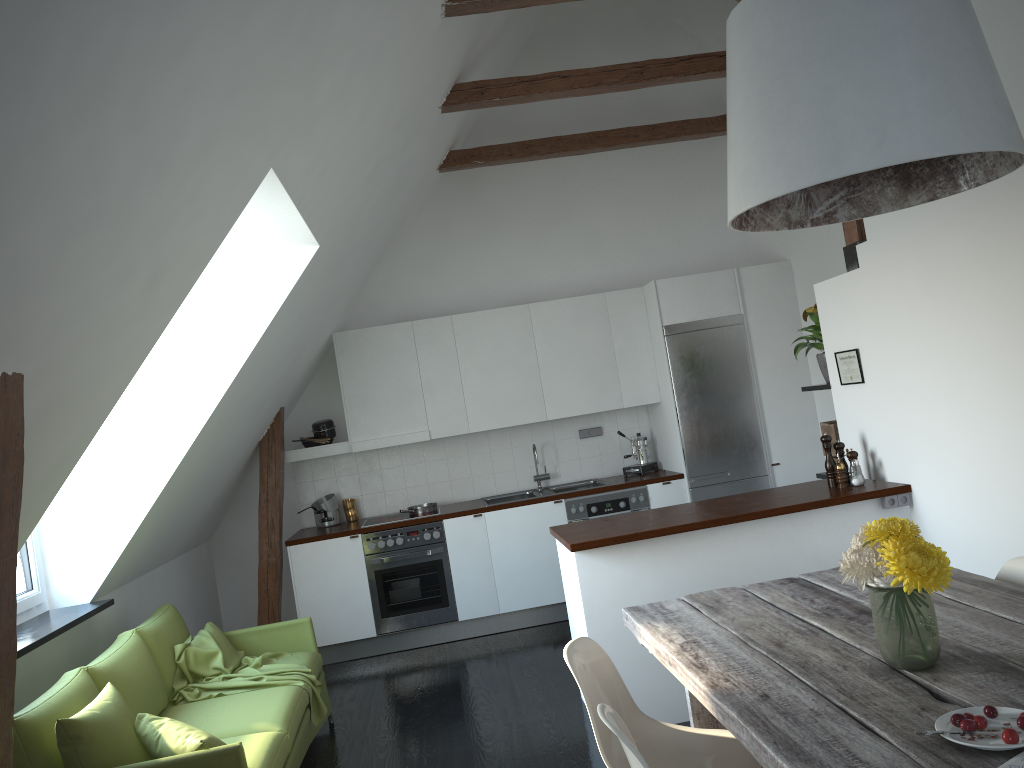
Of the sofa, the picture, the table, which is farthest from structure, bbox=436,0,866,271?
the sofa

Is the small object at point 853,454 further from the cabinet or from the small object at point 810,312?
the small object at point 810,312

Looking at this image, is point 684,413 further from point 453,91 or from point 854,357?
point 453,91

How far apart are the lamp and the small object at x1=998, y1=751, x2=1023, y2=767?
1.2 meters

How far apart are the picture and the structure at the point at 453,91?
0.43m

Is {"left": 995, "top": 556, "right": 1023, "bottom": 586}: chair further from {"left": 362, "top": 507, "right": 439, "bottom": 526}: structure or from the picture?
{"left": 362, "top": 507, "right": 439, "bottom": 526}: structure

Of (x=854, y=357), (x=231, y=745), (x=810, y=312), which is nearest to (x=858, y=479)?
(x=854, y=357)

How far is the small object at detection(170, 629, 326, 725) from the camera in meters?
4.3

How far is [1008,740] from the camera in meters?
1.7

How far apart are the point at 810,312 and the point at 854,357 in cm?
66
